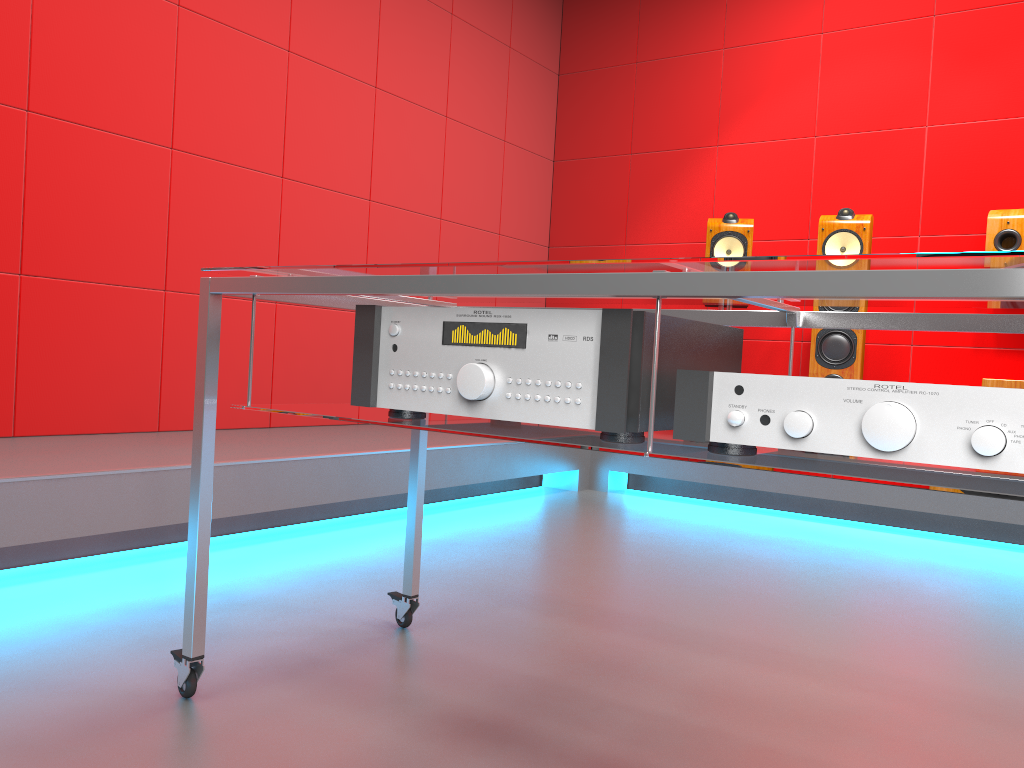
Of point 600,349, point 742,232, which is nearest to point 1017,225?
point 742,232

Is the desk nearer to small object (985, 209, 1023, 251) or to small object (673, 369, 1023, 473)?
small object (673, 369, 1023, 473)

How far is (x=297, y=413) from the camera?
1.3 meters

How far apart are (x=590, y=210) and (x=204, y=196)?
2.4 meters

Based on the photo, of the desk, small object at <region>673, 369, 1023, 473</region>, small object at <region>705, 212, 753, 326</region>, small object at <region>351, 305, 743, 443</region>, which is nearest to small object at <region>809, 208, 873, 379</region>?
small object at <region>705, 212, 753, 326</region>

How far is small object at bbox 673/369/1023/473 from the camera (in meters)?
0.81

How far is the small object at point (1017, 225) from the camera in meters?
3.6 m

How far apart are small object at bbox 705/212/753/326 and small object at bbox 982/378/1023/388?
1.1 meters

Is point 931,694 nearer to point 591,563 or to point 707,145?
point 591,563

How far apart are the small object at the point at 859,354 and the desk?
2.42m
